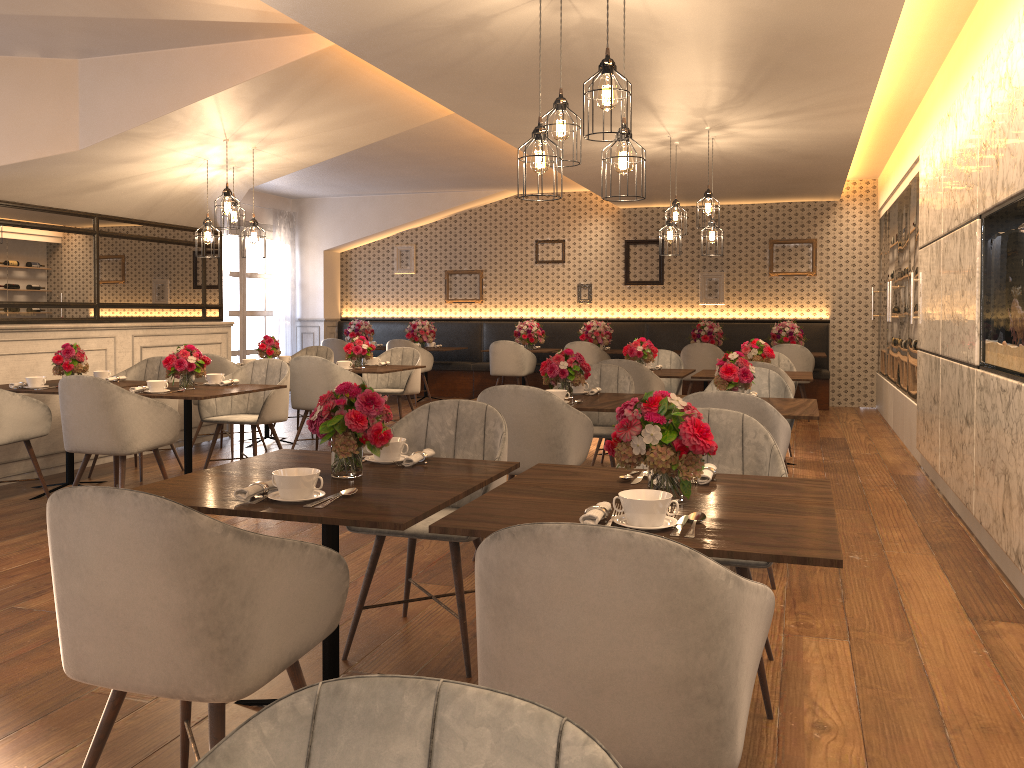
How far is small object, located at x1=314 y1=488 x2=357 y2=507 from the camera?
2.4 meters

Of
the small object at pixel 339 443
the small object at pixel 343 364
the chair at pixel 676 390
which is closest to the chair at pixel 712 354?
the chair at pixel 676 390

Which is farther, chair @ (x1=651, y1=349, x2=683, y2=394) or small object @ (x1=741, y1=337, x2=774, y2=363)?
chair @ (x1=651, y1=349, x2=683, y2=394)

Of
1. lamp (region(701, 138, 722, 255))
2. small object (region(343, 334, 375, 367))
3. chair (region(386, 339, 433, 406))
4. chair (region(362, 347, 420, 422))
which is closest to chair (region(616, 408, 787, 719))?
lamp (region(701, 138, 722, 255))

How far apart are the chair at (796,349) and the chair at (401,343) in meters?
4.4

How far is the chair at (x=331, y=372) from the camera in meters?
7.0 m

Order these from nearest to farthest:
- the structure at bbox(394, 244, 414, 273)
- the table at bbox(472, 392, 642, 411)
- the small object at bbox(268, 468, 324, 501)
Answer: the small object at bbox(268, 468, 324, 501) < the table at bbox(472, 392, 642, 411) < the structure at bbox(394, 244, 414, 273)

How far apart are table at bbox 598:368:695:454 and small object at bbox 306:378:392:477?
4.6 meters

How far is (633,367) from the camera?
6.5m

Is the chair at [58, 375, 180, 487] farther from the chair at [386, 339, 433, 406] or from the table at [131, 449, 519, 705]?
the chair at [386, 339, 433, 406]
